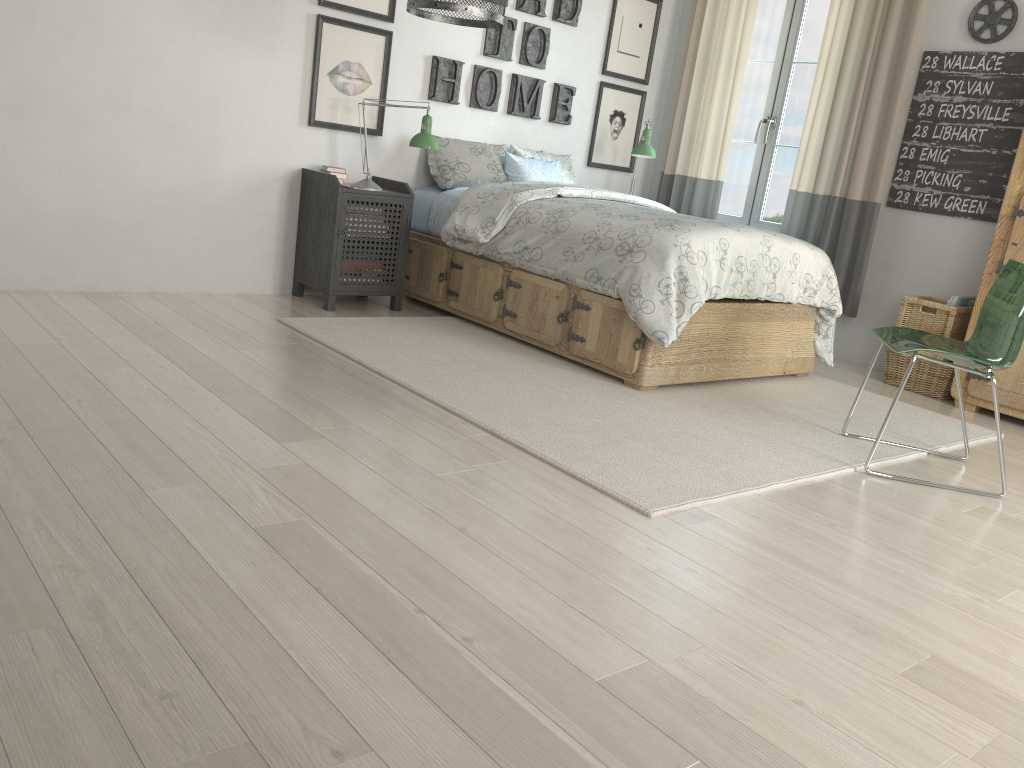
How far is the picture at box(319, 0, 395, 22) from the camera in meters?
4.3 m

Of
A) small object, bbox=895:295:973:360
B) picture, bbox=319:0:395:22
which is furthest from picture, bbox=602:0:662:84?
small object, bbox=895:295:973:360

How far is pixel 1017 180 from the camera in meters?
4.0 m

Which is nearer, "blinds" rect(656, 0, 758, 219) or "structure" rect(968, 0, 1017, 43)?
"structure" rect(968, 0, 1017, 43)

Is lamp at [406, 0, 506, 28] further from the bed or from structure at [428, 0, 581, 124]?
structure at [428, 0, 581, 124]

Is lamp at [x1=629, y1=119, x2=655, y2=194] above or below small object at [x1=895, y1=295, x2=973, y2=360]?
above

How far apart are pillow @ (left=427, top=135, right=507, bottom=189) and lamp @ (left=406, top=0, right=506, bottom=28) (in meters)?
1.15

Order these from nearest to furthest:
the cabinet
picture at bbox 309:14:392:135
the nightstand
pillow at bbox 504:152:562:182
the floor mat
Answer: the floor mat → the cabinet → the nightstand → picture at bbox 309:14:392:135 → pillow at bbox 504:152:562:182

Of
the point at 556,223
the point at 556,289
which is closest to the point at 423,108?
the point at 556,223

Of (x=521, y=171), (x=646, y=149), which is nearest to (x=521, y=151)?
(x=521, y=171)
